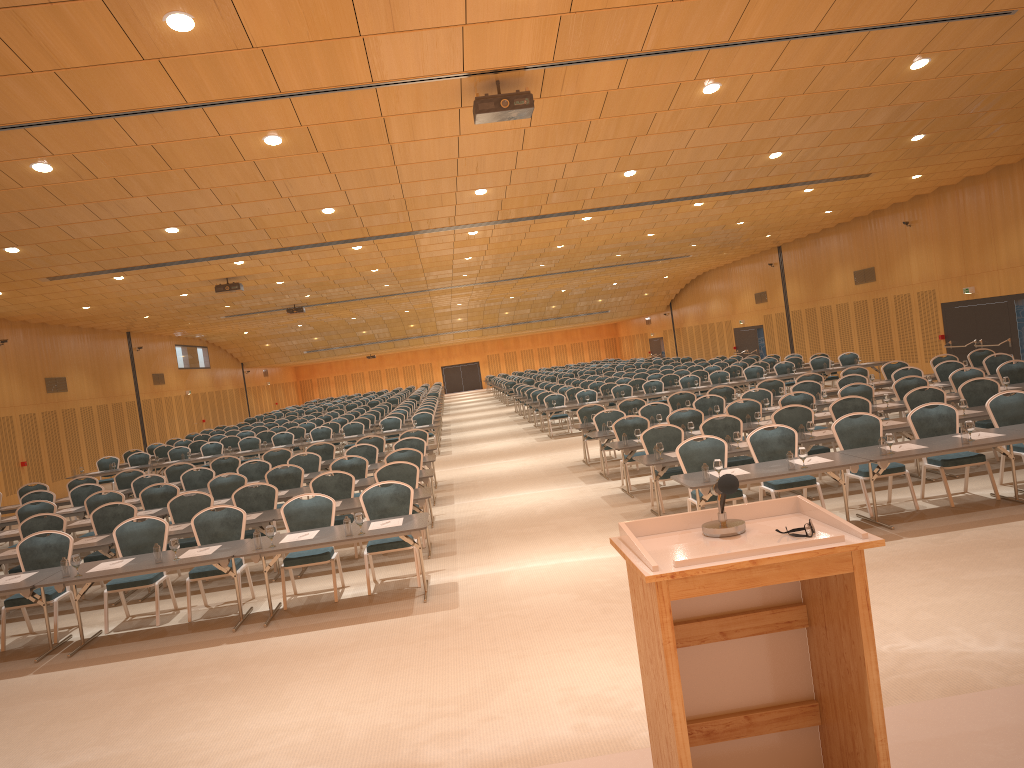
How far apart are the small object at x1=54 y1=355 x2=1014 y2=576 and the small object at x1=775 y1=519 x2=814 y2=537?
6.09m

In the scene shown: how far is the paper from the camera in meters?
9.0

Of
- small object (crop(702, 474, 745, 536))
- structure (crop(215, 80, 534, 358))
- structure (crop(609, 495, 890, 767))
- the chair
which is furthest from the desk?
small object (crop(702, 474, 745, 536))

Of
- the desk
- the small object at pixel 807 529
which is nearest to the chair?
the desk

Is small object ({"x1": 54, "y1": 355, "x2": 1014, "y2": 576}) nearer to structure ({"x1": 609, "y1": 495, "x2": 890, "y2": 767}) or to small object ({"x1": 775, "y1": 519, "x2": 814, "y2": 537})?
structure ({"x1": 609, "y1": 495, "x2": 890, "y2": 767})

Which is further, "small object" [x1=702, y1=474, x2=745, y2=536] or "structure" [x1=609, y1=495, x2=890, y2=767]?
"small object" [x1=702, y1=474, x2=745, y2=536]

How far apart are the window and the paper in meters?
13.0

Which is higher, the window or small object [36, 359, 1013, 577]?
the window

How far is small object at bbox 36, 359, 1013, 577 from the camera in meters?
8.6 m

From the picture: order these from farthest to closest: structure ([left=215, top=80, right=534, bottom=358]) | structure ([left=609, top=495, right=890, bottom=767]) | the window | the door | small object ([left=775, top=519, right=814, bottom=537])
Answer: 1. the door
2. the window
3. structure ([left=215, top=80, right=534, bottom=358])
4. small object ([left=775, top=519, right=814, bottom=537])
5. structure ([left=609, top=495, right=890, bottom=767])
